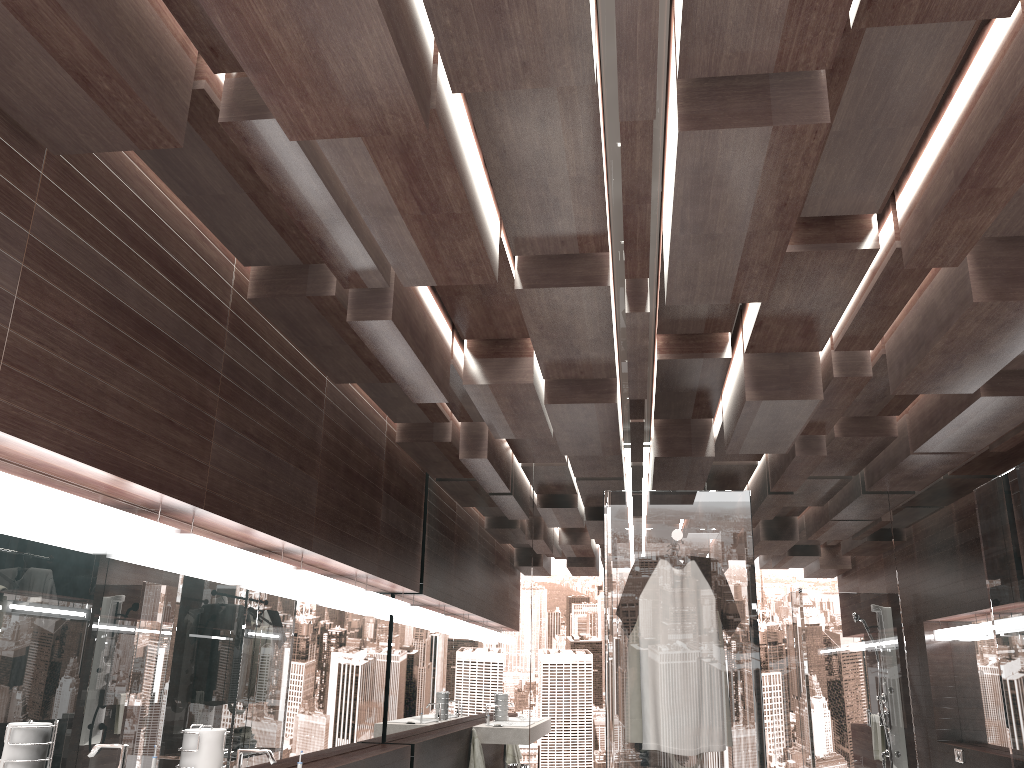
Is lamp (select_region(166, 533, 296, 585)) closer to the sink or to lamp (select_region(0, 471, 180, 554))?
lamp (select_region(0, 471, 180, 554))

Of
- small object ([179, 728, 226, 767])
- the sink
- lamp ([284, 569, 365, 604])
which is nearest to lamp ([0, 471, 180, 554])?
small object ([179, 728, 226, 767])

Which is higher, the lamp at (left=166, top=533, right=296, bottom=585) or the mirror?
the lamp at (left=166, top=533, right=296, bottom=585)

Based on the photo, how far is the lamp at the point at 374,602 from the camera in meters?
4.9 m

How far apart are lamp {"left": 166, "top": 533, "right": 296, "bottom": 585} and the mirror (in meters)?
0.07

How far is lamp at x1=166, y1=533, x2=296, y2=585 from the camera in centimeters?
297cm

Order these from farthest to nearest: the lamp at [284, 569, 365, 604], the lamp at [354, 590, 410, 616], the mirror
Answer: the lamp at [354, 590, 410, 616] < the lamp at [284, 569, 365, 604] < the mirror

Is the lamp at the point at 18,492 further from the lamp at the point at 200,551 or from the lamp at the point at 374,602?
the lamp at the point at 374,602

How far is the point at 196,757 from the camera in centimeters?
260cm

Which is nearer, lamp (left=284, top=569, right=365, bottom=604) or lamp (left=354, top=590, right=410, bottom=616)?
lamp (left=284, top=569, right=365, bottom=604)
